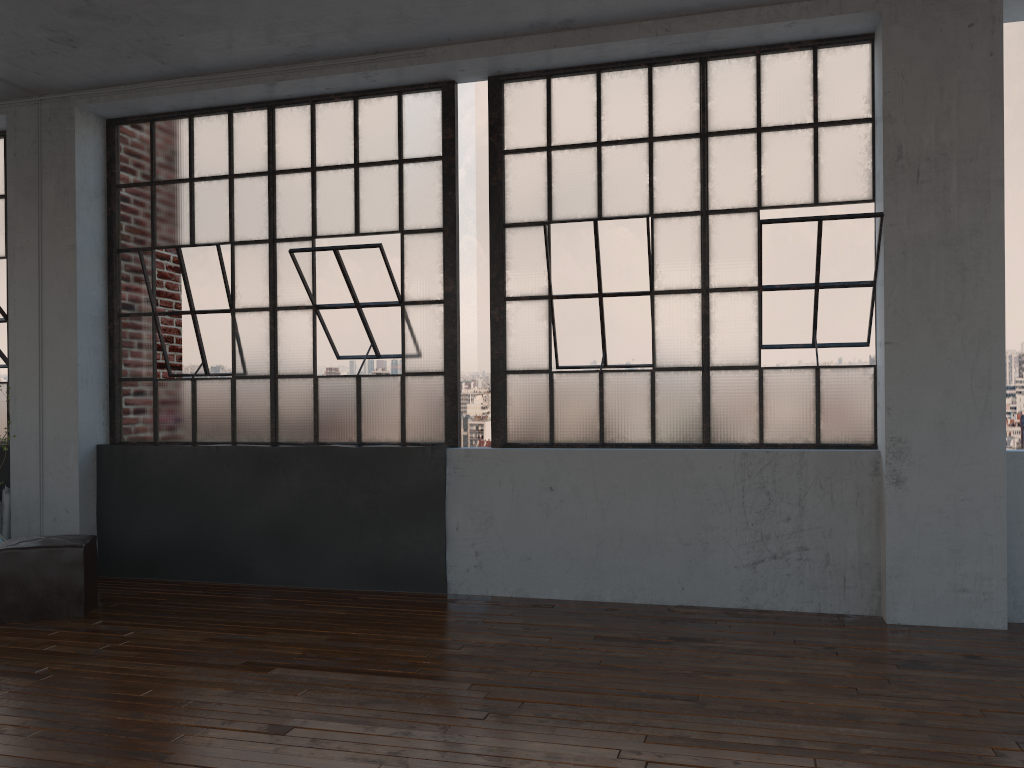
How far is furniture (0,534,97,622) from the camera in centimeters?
476cm

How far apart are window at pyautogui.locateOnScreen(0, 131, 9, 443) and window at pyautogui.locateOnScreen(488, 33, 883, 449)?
3.7 meters

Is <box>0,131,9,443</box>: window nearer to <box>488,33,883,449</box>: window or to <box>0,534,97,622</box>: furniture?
<box>0,534,97,622</box>: furniture

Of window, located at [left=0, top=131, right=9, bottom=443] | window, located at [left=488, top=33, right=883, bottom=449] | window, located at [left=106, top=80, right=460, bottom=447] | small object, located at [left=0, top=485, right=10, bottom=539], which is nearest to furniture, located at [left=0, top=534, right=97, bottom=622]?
window, located at [left=106, top=80, right=460, bottom=447]

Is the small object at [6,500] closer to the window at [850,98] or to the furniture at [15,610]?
the furniture at [15,610]

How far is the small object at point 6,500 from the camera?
6.05m

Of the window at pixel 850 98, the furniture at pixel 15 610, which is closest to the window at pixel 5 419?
the furniture at pixel 15 610

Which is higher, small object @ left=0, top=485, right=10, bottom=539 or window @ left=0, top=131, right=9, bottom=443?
window @ left=0, top=131, right=9, bottom=443

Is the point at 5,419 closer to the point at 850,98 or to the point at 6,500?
the point at 6,500

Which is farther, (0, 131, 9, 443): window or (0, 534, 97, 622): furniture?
(0, 131, 9, 443): window
